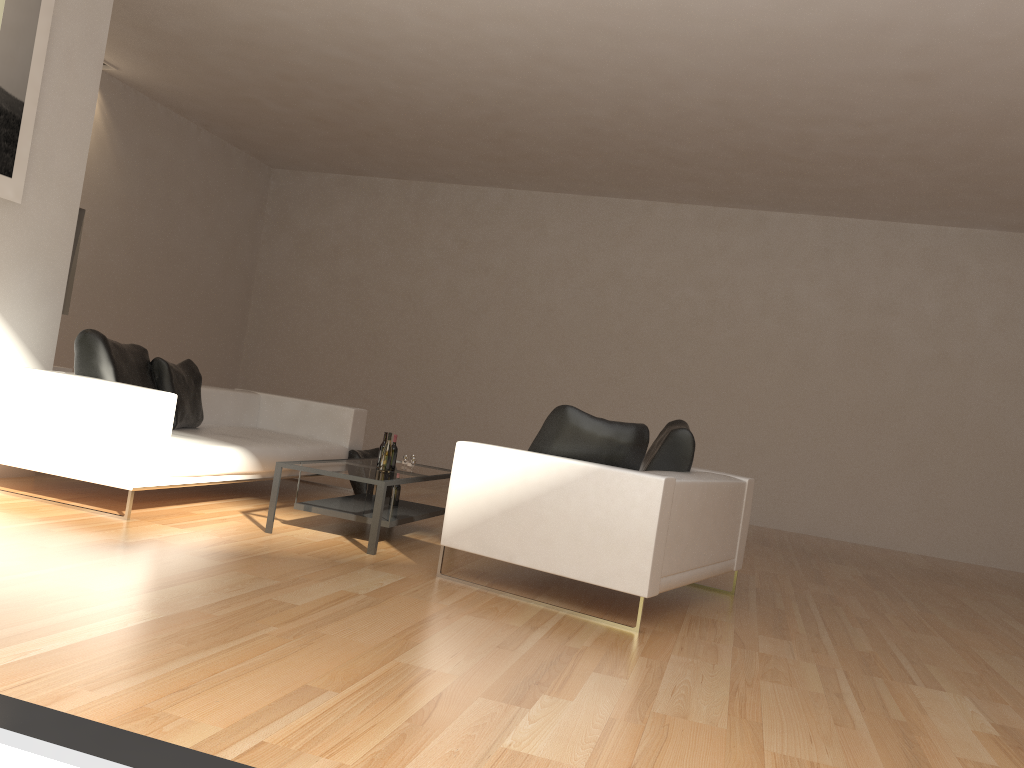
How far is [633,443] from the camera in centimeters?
458cm

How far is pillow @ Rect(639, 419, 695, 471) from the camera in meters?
5.3

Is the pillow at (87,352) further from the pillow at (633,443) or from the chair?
the pillow at (633,443)

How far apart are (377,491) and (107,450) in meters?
1.5 m

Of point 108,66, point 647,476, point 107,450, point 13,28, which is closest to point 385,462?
point 107,450

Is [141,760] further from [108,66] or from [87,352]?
[108,66]

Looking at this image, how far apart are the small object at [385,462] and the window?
3.5m

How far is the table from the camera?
5.11m

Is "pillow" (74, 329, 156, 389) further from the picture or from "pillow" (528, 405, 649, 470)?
"pillow" (528, 405, 649, 470)

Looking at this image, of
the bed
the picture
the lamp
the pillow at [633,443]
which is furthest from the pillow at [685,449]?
the lamp
